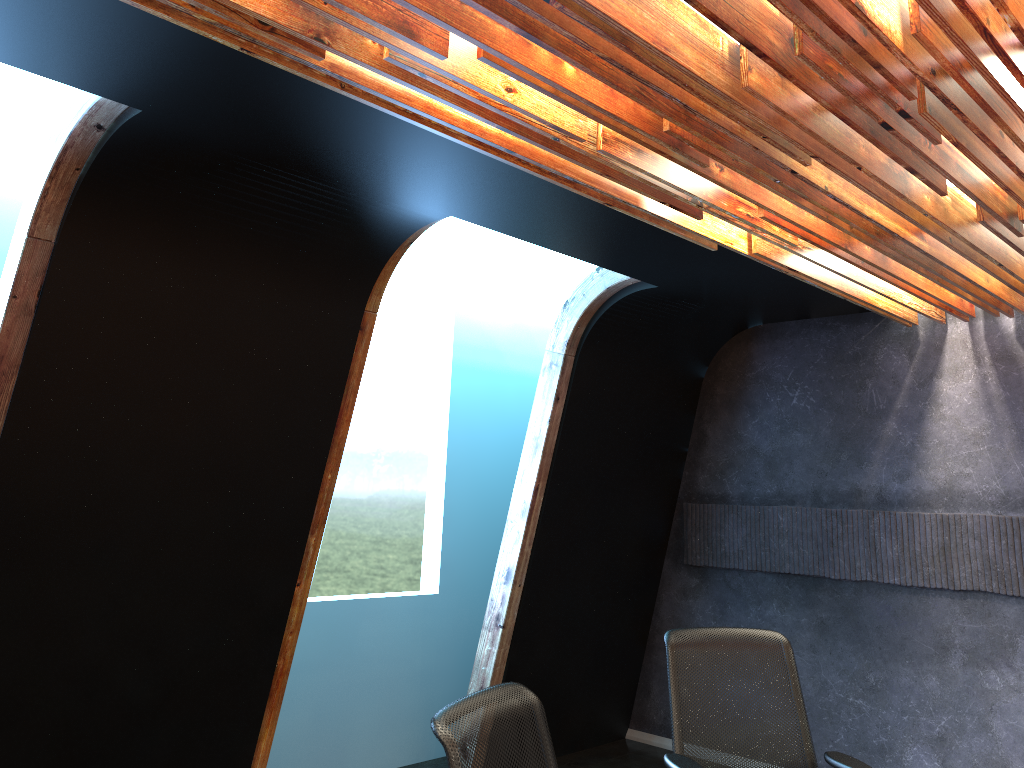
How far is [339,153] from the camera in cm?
345

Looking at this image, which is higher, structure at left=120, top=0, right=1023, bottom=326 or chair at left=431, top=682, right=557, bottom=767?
structure at left=120, top=0, right=1023, bottom=326

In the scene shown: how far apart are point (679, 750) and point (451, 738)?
1.79m

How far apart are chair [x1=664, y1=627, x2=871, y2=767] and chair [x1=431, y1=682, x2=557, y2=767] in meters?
1.0

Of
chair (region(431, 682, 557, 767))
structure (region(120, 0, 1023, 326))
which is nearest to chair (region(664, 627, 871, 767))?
chair (region(431, 682, 557, 767))

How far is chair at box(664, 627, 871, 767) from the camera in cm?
360

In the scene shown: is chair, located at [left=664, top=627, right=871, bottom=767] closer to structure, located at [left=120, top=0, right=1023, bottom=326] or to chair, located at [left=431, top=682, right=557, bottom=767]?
chair, located at [left=431, top=682, right=557, bottom=767]

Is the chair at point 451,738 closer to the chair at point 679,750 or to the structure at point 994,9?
the chair at point 679,750

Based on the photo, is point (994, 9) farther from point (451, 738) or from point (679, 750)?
point (679, 750)

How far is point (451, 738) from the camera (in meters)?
2.15
